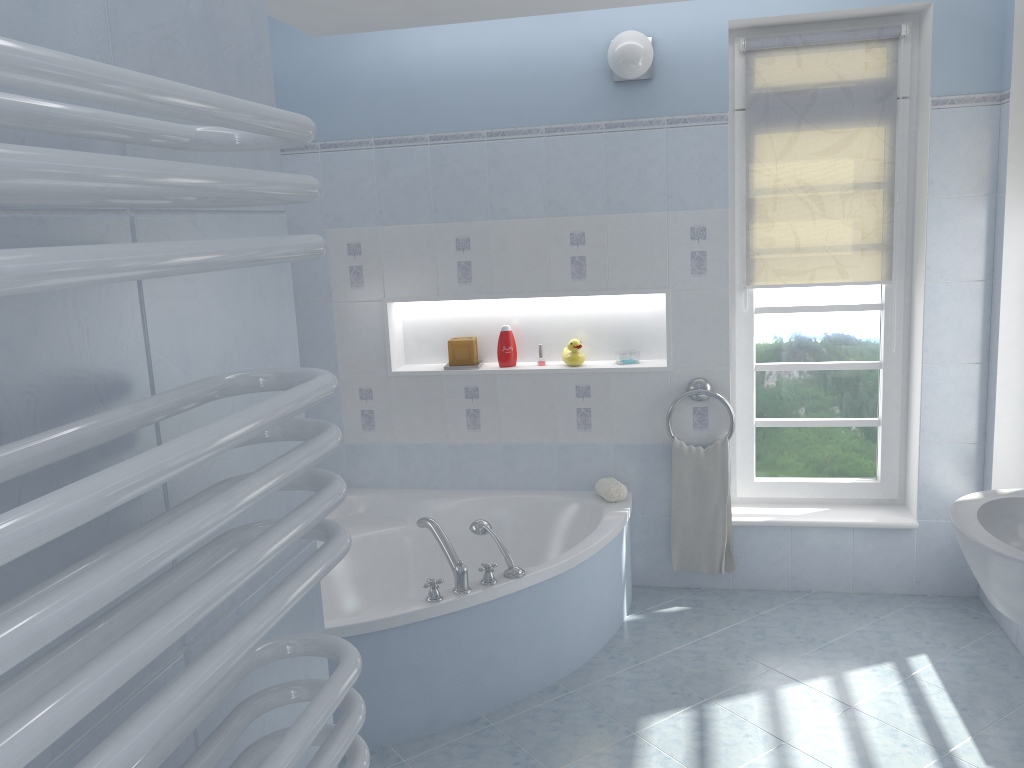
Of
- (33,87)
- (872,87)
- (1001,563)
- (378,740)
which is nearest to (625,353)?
(872,87)

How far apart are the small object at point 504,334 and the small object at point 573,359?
0.24m

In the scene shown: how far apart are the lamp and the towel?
1.5m

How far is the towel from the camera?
3.79m

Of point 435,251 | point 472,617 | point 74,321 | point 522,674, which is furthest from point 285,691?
point 435,251

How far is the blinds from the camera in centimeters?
362cm

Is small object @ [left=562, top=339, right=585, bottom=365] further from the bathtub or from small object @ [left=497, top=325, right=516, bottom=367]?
the bathtub

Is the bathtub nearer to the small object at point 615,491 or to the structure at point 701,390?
the small object at point 615,491

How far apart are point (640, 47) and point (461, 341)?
1.5 meters

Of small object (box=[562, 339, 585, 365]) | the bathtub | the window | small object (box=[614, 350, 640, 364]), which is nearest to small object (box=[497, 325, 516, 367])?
small object (box=[562, 339, 585, 365])
